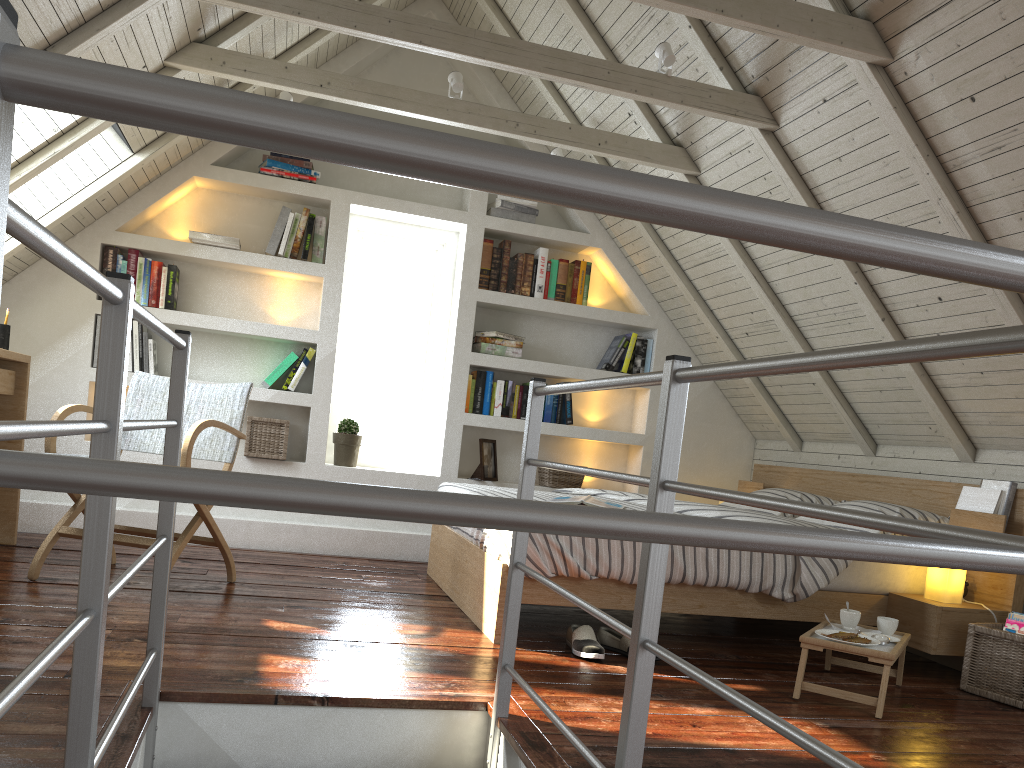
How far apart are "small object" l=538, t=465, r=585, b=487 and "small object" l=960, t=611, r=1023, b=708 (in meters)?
2.26

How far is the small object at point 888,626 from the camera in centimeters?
279cm

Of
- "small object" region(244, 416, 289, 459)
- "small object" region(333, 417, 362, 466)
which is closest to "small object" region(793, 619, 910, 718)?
"small object" region(333, 417, 362, 466)

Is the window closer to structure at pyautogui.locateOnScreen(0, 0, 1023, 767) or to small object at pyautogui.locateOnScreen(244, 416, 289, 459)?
small object at pyautogui.locateOnScreen(244, 416, 289, 459)

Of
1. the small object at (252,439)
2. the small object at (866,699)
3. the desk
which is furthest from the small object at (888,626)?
the desk

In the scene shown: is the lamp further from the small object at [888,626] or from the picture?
the picture

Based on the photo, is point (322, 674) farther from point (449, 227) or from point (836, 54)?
point (449, 227)

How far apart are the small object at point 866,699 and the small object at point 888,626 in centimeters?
3cm

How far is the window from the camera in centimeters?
489cm

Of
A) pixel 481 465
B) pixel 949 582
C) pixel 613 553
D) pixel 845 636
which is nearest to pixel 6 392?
pixel 481 465
